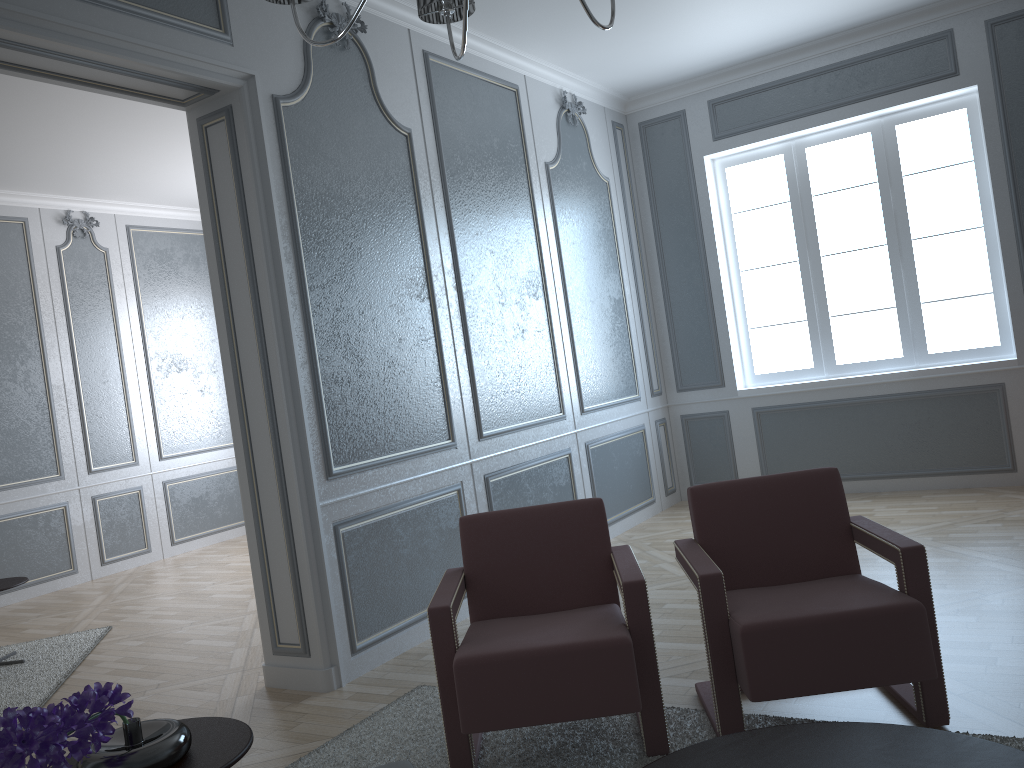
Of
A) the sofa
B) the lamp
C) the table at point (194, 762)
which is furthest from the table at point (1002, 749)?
the lamp

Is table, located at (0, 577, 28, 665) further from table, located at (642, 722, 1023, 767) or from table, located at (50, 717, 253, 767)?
table, located at (642, 722, 1023, 767)

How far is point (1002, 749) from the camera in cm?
161

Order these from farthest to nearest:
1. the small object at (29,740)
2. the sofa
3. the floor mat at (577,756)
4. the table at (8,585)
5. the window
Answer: the window, the table at (8,585), the floor mat at (577,756), the sofa, the small object at (29,740)

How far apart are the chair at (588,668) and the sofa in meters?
0.6 m

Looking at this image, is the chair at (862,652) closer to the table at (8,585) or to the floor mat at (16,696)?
the floor mat at (16,696)

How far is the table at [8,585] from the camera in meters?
4.2

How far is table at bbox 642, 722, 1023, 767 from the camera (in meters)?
1.61

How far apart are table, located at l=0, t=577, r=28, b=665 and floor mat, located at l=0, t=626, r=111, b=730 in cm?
37

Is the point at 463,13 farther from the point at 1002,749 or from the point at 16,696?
the point at 16,696
